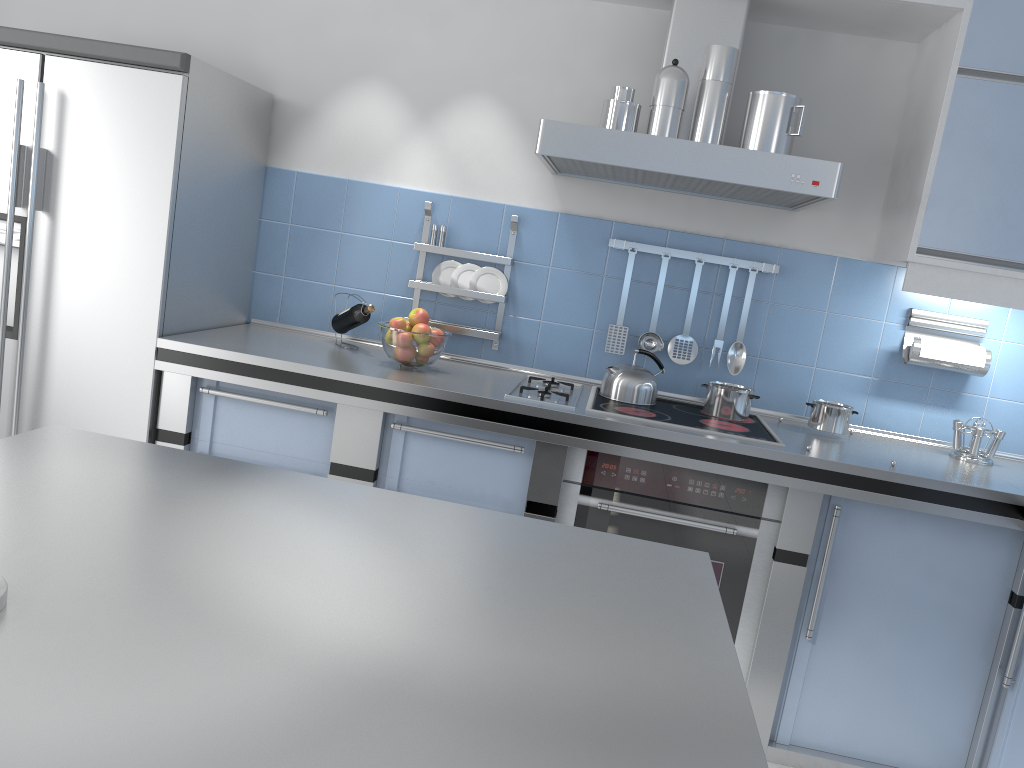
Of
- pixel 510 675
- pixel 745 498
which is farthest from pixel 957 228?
pixel 510 675

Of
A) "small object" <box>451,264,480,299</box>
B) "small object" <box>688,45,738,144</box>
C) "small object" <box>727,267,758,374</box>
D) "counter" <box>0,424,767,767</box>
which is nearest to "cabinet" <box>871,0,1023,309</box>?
"small object" <box>727,267,758,374</box>

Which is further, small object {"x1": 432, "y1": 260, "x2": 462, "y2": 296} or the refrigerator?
small object {"x1": 432, "y1": 260, "x2": 462, "y2": 296}

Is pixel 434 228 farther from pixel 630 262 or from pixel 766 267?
pixel 766 267

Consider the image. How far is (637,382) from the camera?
3.0 meters

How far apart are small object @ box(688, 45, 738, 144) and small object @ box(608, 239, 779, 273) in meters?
0.6 m

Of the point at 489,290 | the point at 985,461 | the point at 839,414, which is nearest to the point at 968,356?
the point at 985,461

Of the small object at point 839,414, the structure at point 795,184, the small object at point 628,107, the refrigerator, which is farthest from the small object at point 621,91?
the refrigerator

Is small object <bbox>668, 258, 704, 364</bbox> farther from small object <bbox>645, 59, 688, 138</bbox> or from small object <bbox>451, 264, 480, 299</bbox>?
small object <bbox>451, 264, 480, 299</bbox>

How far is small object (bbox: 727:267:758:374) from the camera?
3.1 meters
